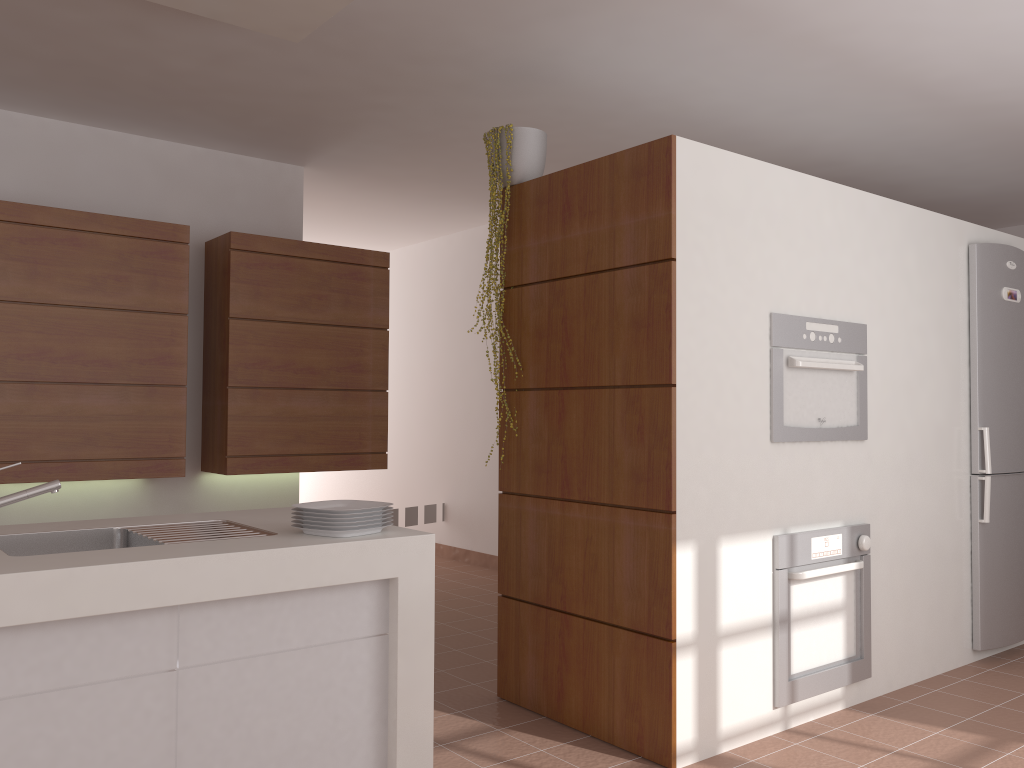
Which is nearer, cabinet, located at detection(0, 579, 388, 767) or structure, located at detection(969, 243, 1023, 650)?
cabinet, located at detection(0, 579, 388, 767)

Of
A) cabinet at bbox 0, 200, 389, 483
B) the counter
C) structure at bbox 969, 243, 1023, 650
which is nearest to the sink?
the counter

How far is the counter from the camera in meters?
1.7

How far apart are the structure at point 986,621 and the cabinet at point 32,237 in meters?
2.9

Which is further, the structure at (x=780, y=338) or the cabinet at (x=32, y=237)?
the cabinet at (x=32, y=237)

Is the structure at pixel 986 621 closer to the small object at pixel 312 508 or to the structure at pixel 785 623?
the structure at pixel 785 623

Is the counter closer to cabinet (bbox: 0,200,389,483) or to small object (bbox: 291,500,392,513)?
small object (bbox: 291,500,392,513)

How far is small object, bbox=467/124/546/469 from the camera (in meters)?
3.42

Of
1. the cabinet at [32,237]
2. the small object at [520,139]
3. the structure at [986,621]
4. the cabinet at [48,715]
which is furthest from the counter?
the structure at [986,621]

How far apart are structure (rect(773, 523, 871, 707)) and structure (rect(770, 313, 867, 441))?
0.3m
